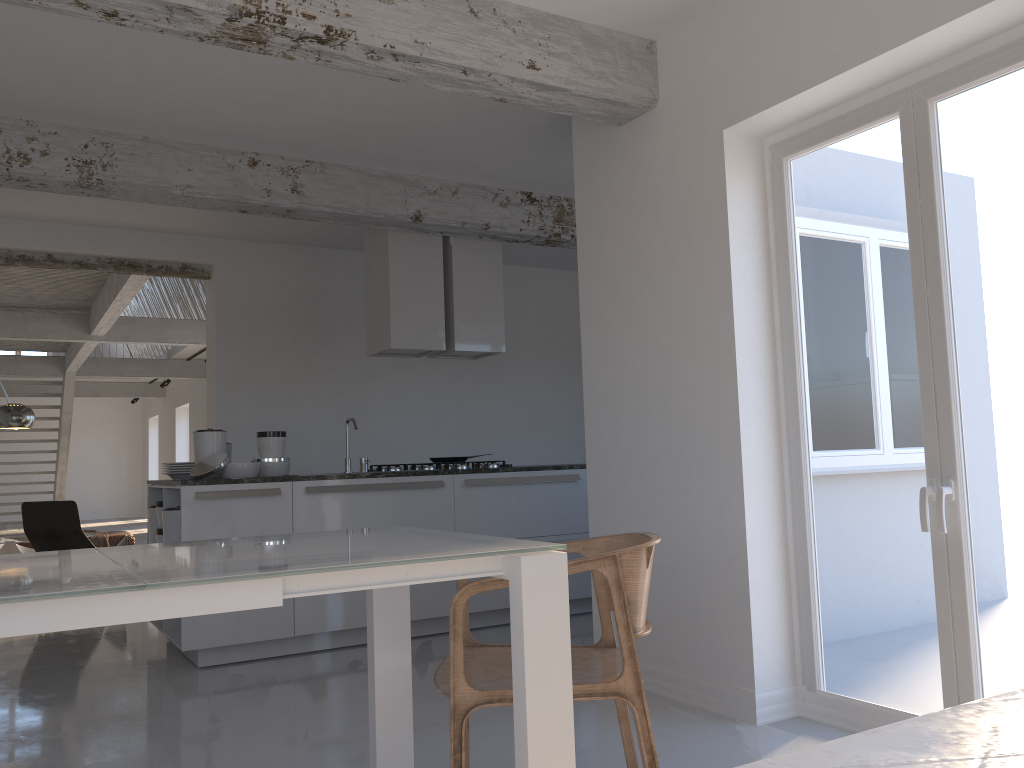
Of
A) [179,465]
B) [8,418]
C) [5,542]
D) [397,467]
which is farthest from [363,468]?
[5,542]

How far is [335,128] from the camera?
4.9m

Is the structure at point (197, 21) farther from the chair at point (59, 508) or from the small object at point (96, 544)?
the small object at point (96, 544)

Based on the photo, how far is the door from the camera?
2.86m

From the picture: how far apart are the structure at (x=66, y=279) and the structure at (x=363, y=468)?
3.3 meters

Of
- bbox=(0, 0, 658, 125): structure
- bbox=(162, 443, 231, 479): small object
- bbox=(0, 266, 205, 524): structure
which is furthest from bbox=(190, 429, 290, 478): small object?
bbox=(0, 266, 205, 524): structure

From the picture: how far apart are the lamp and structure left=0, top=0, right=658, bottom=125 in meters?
5.7

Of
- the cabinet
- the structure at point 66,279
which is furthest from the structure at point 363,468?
the structure at point 66,279

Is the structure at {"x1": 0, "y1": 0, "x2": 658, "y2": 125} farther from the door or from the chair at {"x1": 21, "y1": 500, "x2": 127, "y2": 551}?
the chair at {"x1": 21, "y1": 500, "x2": 127, "y2": 551}

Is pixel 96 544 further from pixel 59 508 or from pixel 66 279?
pixel 66 279
